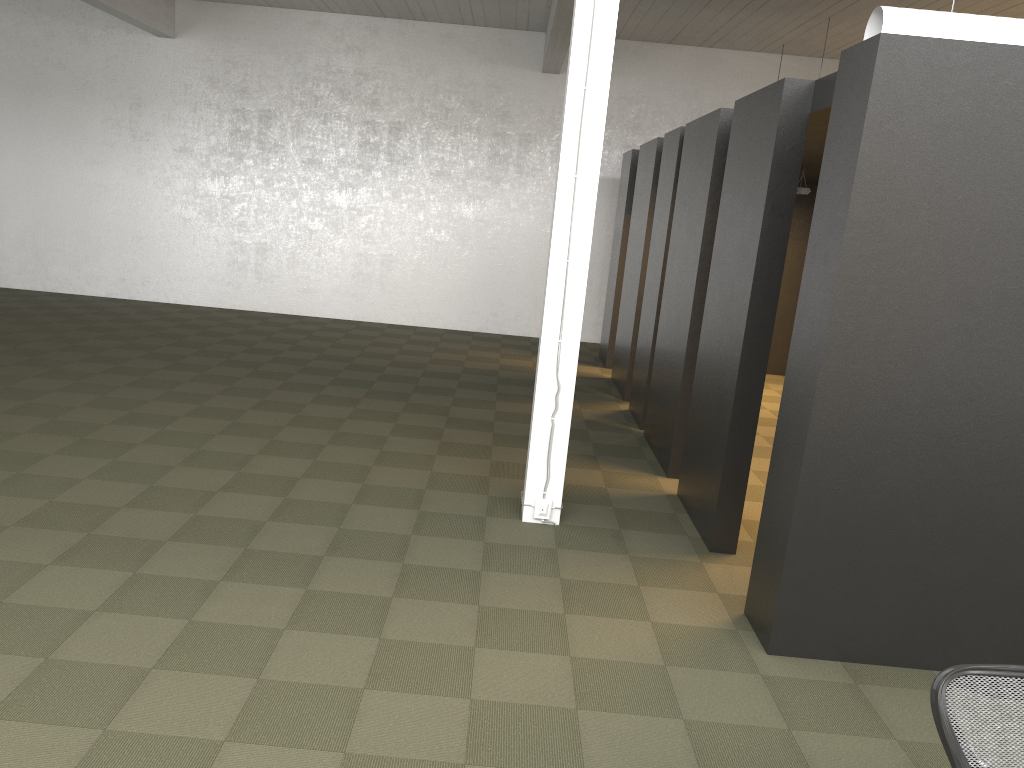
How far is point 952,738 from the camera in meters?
2.2 m

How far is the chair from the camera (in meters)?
2.17

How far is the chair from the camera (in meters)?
2.17
